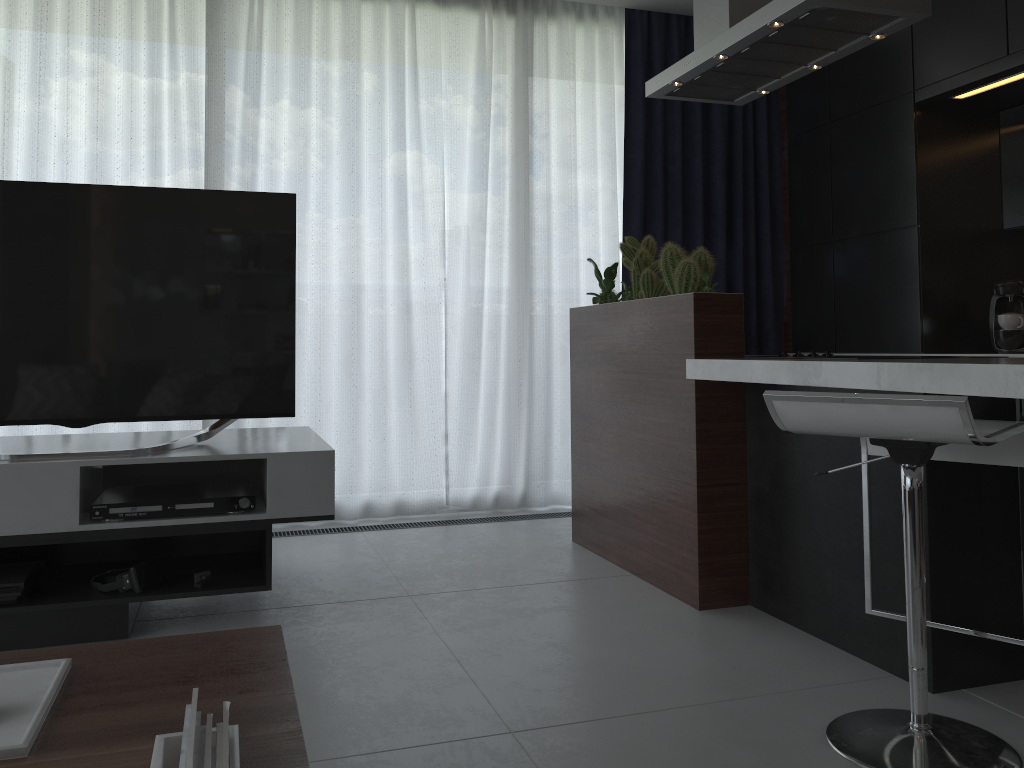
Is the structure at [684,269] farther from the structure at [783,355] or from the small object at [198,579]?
the small object at [198,579]

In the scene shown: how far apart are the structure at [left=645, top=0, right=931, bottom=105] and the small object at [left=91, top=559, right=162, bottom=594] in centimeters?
239cm

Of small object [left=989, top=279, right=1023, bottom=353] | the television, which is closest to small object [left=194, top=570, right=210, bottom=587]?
the television

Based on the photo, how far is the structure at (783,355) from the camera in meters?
3.1 m

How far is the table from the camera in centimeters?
103cm

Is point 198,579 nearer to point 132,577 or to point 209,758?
point 132,577

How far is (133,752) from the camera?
1.03m

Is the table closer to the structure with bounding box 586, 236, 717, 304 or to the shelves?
the shelves

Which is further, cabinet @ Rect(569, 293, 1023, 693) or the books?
cabinet @ Rect(569, 293, 1023, 693)

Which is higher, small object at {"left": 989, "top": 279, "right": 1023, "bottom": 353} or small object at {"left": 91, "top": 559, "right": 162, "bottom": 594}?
small object at {"left": 989, "top": 279, "right": 1023, "bottom": 353}
